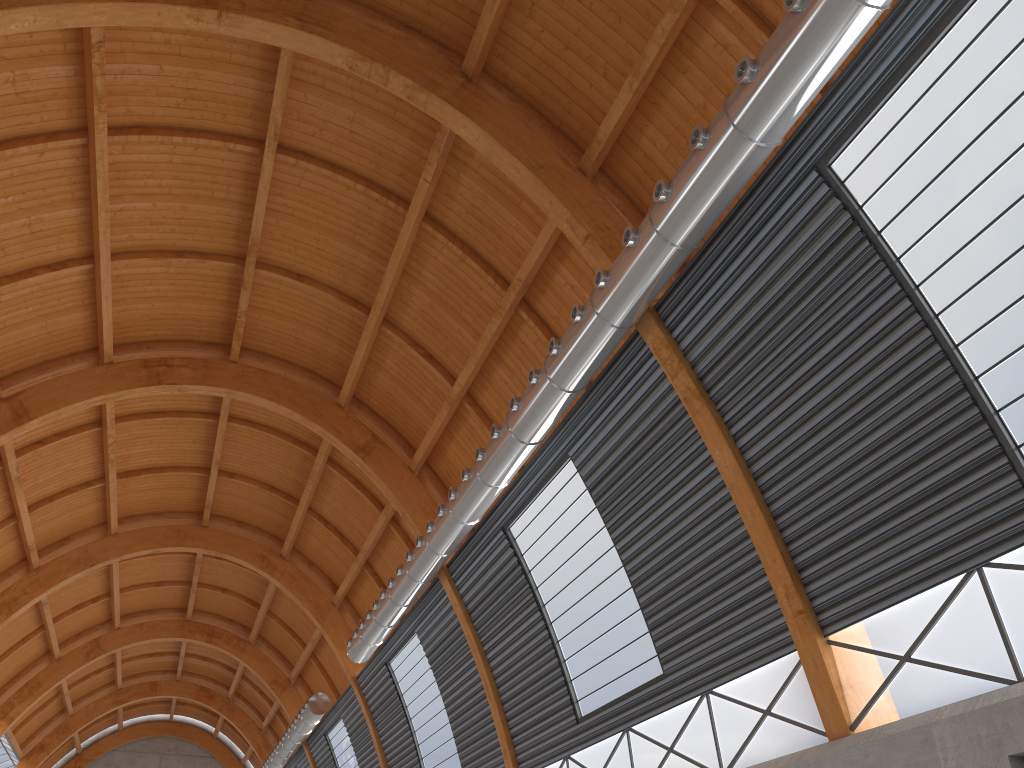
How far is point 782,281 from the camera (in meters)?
16.98
